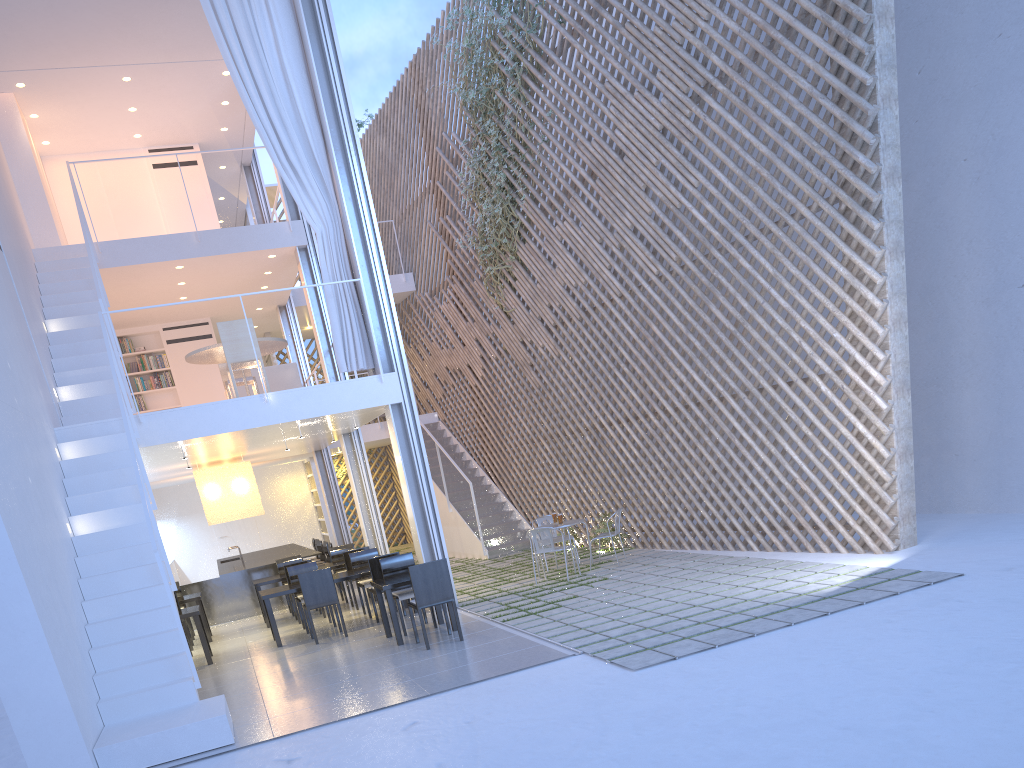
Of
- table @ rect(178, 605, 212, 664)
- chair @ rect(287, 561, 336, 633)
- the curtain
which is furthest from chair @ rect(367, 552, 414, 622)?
the curtain

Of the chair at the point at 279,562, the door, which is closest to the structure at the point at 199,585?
the chair at the point at 279,562

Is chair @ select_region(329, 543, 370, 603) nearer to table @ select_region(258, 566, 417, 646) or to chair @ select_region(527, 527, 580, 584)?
table @ select_region(258, 566, 417, 646)

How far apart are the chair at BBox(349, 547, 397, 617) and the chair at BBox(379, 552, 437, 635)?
0.70m

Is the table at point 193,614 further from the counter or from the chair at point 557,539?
the chair at point 557,539

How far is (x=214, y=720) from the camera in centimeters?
286cm

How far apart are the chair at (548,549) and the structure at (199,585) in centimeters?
271cm

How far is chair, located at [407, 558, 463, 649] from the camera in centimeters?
390cm

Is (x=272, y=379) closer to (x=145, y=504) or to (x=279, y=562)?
(x=279, y=562)

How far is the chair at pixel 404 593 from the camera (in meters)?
4.40
